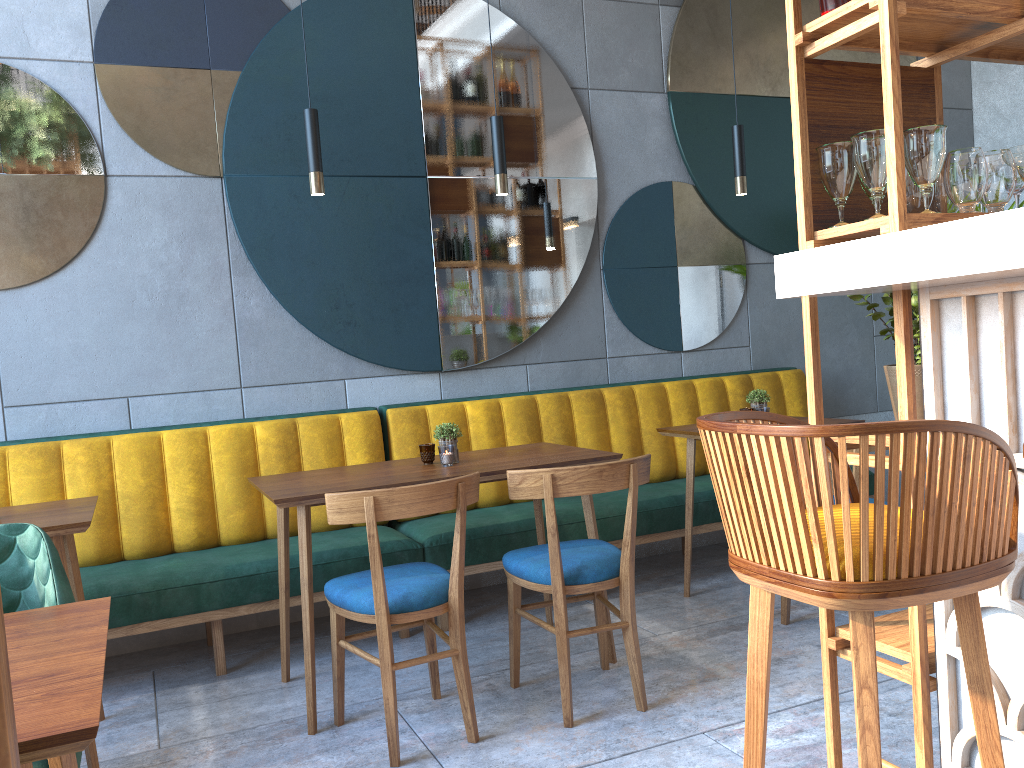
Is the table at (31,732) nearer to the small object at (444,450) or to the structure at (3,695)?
the structure at (3,695)

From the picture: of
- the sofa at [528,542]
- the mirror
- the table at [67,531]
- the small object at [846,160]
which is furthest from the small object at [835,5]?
the mirror

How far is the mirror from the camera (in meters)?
3.66

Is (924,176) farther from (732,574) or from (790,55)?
(732,574)

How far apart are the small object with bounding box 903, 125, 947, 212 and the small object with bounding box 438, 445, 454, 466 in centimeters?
180cm

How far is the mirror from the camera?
3.7m

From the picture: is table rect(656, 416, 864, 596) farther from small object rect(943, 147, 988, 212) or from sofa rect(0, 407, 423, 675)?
small object rect(943, 147, 988, 212)

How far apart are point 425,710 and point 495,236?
2.29m

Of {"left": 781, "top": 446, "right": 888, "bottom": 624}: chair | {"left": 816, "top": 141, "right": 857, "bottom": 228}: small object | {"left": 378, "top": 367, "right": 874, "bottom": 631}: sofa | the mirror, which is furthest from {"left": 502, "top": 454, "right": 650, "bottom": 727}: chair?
the mirror

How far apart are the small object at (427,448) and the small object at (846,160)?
1.8 meters
